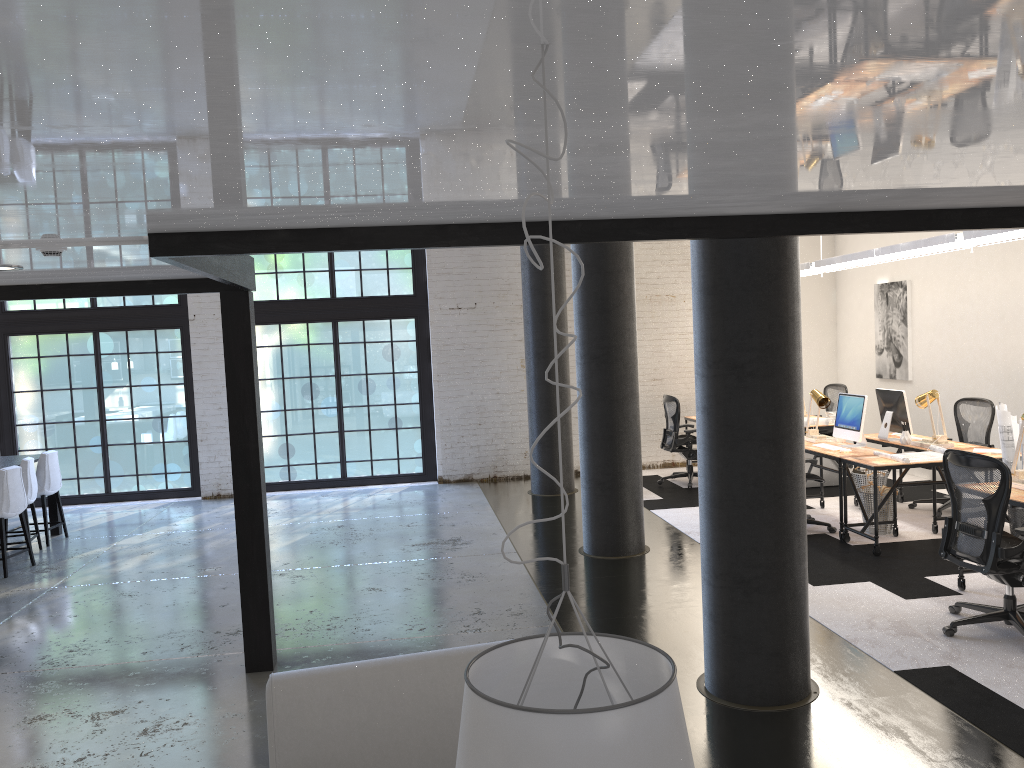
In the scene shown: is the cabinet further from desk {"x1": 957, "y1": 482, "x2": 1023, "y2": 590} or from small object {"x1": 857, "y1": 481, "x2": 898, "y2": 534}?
desk {"x1": 957, "y1": 482, "x2": 1023, "y2": 590}

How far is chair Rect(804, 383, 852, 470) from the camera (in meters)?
11.02

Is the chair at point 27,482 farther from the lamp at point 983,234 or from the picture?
the picture

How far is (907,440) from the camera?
8.0 meters

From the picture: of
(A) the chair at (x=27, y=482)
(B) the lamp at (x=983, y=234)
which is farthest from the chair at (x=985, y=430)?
(A) the chair at (x=27, y=482)

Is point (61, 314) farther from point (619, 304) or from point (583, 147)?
point (583, 147)

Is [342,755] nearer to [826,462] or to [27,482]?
[27,482]

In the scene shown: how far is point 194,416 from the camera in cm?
Result: 1151

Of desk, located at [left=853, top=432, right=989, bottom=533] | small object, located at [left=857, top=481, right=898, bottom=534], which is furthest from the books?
desk, located at [left=853, top=432, right=989, bottom=533]

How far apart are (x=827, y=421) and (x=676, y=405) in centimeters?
168cm
